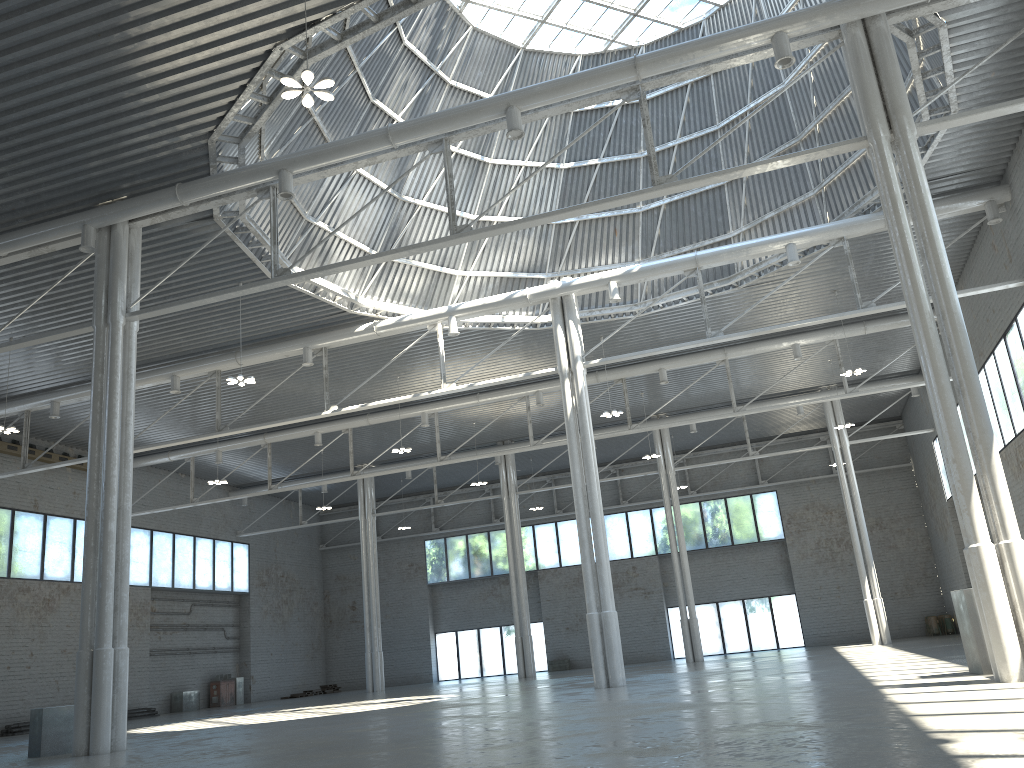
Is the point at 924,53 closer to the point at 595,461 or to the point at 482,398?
the point at 595,461
